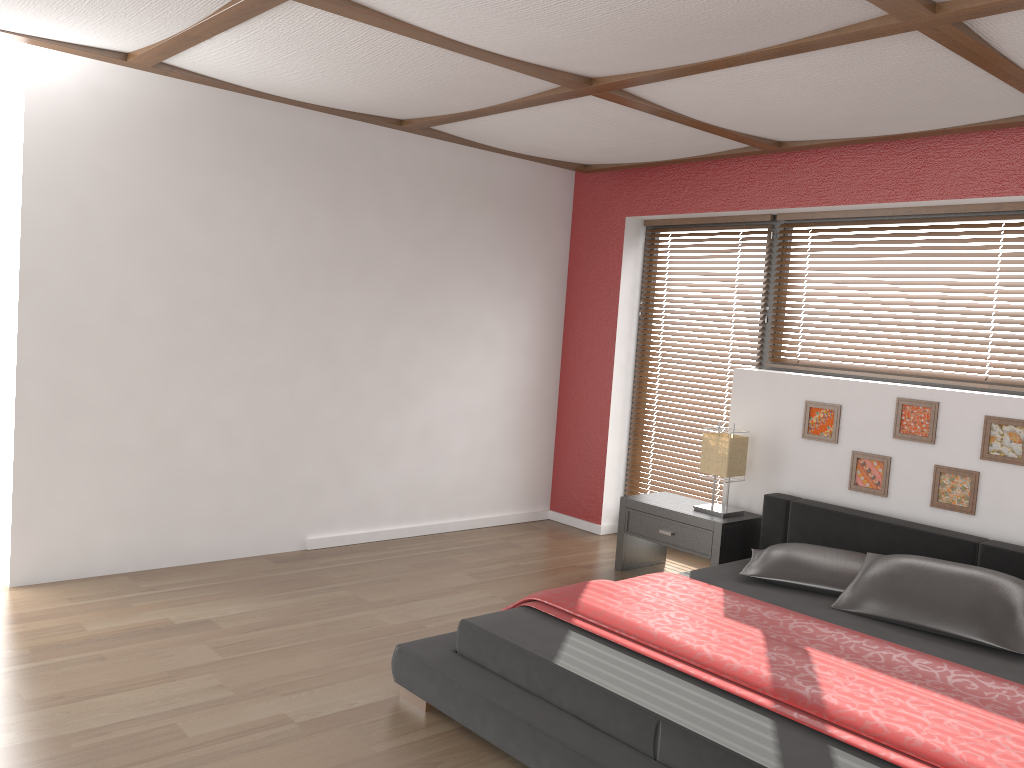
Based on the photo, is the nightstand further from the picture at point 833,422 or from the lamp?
the picture at point 833,422

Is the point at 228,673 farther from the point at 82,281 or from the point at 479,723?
the point at 82,281

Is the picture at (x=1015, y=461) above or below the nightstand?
above

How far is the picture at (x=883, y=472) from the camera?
4.34m

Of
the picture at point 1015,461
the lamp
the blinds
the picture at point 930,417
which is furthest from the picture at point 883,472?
the blinds

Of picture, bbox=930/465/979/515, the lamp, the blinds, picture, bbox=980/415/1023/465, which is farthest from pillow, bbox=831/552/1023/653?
the blinds

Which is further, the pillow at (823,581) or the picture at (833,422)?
the picture at (833,422)

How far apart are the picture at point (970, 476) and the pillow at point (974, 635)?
0.6 meters

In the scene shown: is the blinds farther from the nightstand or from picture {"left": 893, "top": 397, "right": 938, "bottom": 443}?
picture {"left": 893, "top": 397, "right": 938, "bottom": 443}

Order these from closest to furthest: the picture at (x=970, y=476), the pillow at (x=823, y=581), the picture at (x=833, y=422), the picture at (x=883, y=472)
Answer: the pillow at (x=823, y=581) < the picture at (x=970, y=476) < the picture at (x=883, y=472) < the picture at (x=833, y=422)
